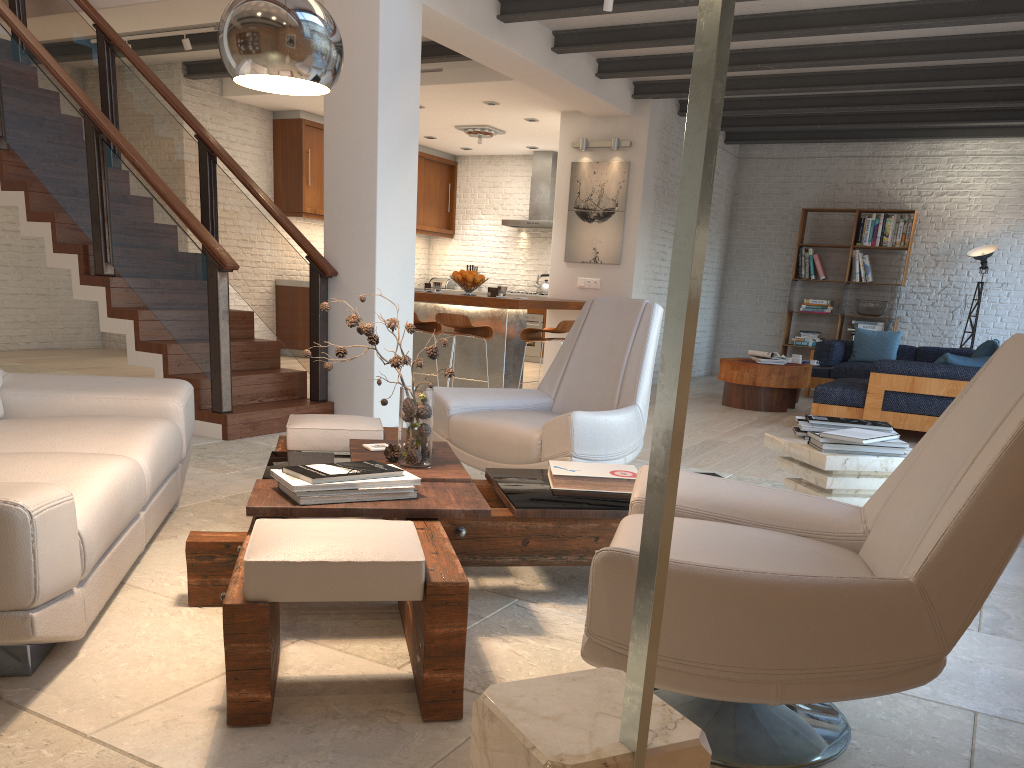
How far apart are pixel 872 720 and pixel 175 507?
2.9 meters

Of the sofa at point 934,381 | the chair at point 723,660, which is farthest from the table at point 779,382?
the chair at point 723,660

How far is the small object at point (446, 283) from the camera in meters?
13.6 m

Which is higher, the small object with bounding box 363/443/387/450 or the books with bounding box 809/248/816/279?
the books with bounding box 809/248/816/279

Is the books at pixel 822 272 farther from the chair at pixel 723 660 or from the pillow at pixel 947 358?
the chair at pixel 723 660

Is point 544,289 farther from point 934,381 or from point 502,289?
point 934,381

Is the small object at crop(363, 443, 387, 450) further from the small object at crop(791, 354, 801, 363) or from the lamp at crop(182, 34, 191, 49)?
the small object at crop(791, 354, 801, 363)

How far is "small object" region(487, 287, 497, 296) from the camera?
8.1 meters

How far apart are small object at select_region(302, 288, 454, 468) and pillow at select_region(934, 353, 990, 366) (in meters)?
5.43

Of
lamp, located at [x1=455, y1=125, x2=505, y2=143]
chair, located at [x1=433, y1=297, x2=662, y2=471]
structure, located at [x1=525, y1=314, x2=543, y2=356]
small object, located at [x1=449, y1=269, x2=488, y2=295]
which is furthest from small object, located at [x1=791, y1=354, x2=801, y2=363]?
chair, located at [x1=433, y1=297, x2=662, y2=471]
